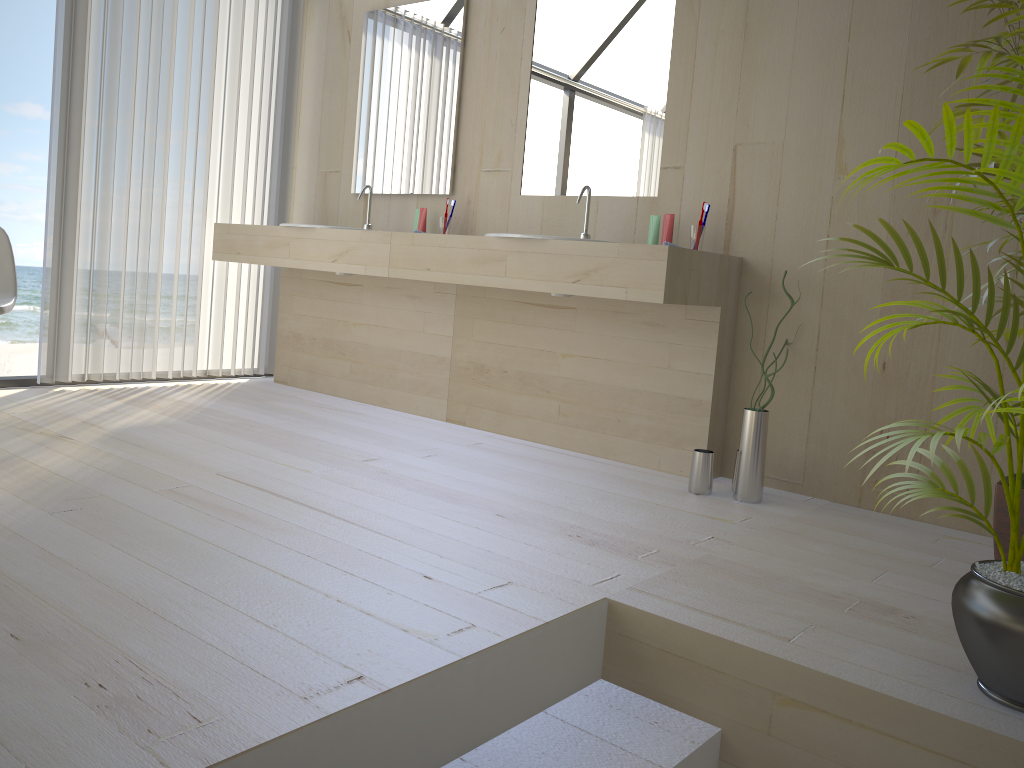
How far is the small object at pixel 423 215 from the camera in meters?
3.8 m

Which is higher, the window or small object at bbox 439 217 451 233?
small object at bbox 439 217 451 233

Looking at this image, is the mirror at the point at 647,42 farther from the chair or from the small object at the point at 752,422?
the chair

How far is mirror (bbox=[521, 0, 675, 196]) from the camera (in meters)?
3.26

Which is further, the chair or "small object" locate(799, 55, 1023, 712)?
the chair

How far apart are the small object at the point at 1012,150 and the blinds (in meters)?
3.26

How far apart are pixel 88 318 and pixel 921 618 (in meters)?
3.41

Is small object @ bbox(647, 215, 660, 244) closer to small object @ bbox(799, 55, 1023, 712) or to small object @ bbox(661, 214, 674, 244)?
small object @ bbox(661, 214, 674, 244)

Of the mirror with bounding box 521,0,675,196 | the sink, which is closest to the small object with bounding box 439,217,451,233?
the mirror with bounding box 521,0,675,196

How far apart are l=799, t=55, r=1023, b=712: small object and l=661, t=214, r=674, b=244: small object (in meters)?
1.44
